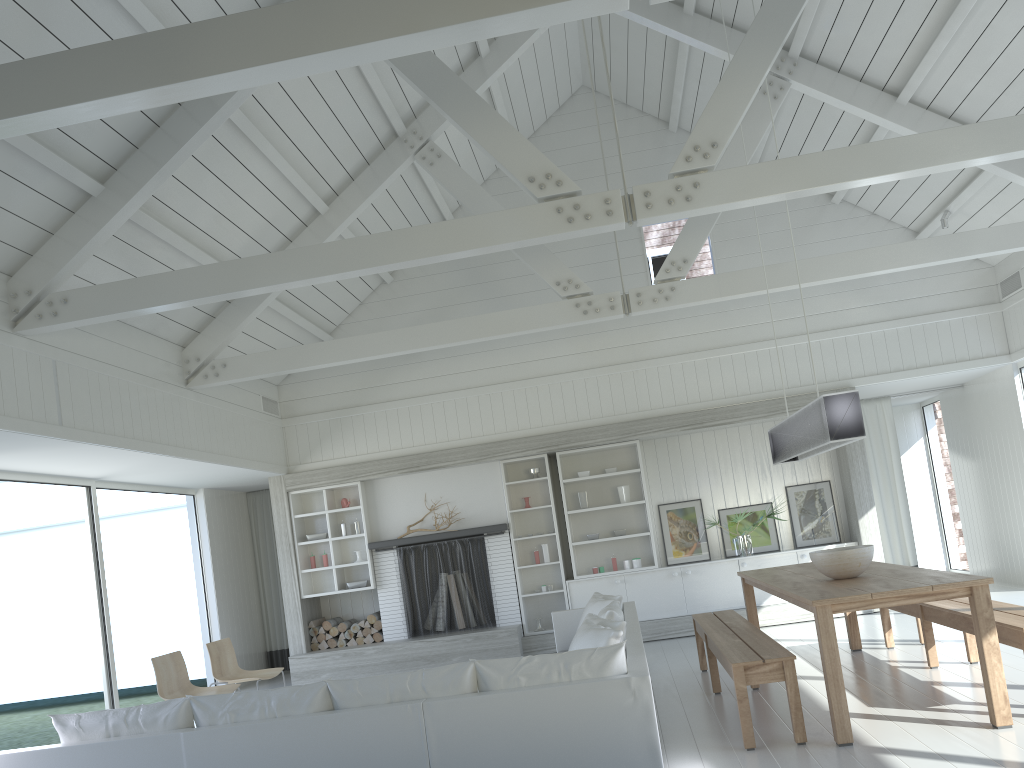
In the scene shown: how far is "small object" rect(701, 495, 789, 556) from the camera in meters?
9.5 m

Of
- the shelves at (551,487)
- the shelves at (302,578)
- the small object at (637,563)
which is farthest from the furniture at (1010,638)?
the shelves at (302,578)

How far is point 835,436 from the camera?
A: 5.07m

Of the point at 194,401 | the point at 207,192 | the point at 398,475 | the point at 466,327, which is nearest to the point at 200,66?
the point at 207,192

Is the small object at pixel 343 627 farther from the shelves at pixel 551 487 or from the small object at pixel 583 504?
the small object at pixel 583 504

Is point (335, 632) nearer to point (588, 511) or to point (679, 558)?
point (588, 511)

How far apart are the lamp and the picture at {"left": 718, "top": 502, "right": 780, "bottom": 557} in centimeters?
307cm

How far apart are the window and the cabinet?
4.6 meters

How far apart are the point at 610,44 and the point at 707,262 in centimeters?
494cm

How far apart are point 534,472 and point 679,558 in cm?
187
